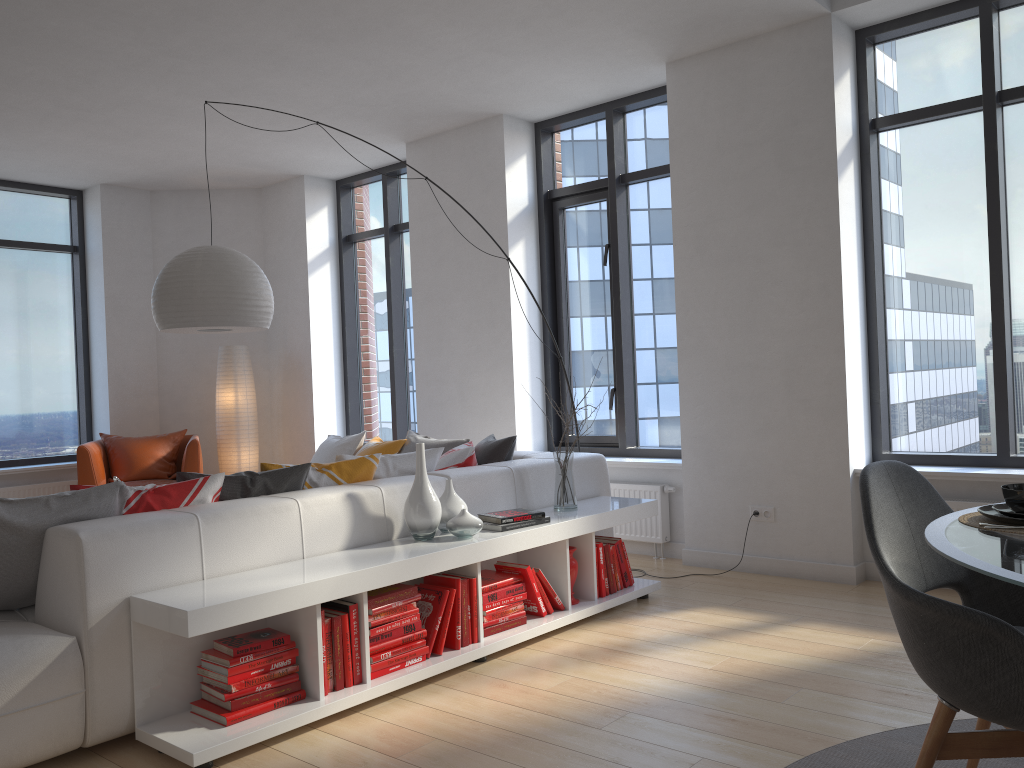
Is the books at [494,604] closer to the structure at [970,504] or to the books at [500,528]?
the books at [500,528]

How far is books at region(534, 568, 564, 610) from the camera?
4.0m

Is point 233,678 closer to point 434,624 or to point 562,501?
point 434,624

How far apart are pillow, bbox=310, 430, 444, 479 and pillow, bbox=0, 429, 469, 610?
0.4m

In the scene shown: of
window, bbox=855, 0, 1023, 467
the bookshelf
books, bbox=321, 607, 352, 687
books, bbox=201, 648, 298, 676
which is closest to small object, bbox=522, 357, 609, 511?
the bookshelf

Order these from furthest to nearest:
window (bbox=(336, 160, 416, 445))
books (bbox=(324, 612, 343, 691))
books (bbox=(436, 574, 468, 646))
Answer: window (bbox=(336, 160, 416, 445)), books (bbox=(436, 574, 468, 646)), books (bbox=(324, 612, 343, 691))

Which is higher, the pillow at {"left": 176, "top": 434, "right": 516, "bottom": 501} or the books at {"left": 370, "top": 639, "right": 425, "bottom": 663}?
the pillow at {"left": 176, "top": 434, "right": 516, "bottom": 501}

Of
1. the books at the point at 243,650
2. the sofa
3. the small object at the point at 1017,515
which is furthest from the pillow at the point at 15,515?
the small object at the point at 1017,515

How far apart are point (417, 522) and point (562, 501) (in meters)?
0.93

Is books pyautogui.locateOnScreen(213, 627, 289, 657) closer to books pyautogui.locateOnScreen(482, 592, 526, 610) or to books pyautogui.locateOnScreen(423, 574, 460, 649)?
books pyautogui.locateOnScreen(423, 574, 460, 649)
